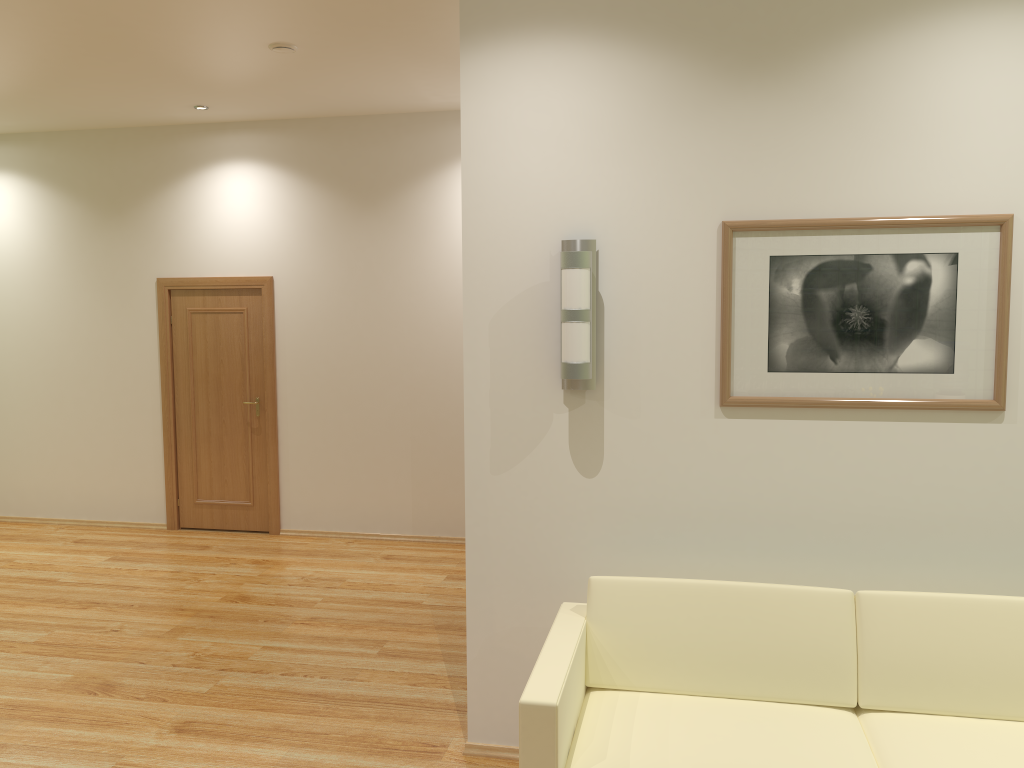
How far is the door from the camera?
7.2 meters

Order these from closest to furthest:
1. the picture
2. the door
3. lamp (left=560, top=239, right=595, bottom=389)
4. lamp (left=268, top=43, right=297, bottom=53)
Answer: the picture
lamp (left=560, top=239, right=595, bottom=389)
lamp (left=268, top=43, right=297, bottom=53)
the door

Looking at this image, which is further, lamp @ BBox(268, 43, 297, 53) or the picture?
lamp @ BBox(268, 43, 297, 53)

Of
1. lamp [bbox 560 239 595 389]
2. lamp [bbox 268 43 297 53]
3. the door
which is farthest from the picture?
the door

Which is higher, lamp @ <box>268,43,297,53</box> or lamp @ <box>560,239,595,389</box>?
lamp @ <box>268,43,297,53</box>

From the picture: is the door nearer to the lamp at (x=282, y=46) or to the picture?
the lamp at (x=282, y=46)

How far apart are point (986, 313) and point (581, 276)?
1.45m

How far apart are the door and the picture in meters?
4.8

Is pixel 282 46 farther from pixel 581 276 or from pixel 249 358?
pixel 249 358

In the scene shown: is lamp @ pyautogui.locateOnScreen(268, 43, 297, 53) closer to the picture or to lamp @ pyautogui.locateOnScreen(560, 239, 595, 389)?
lamp @ pyautogui.locateOnScreen(560, 239, 595, 389)
